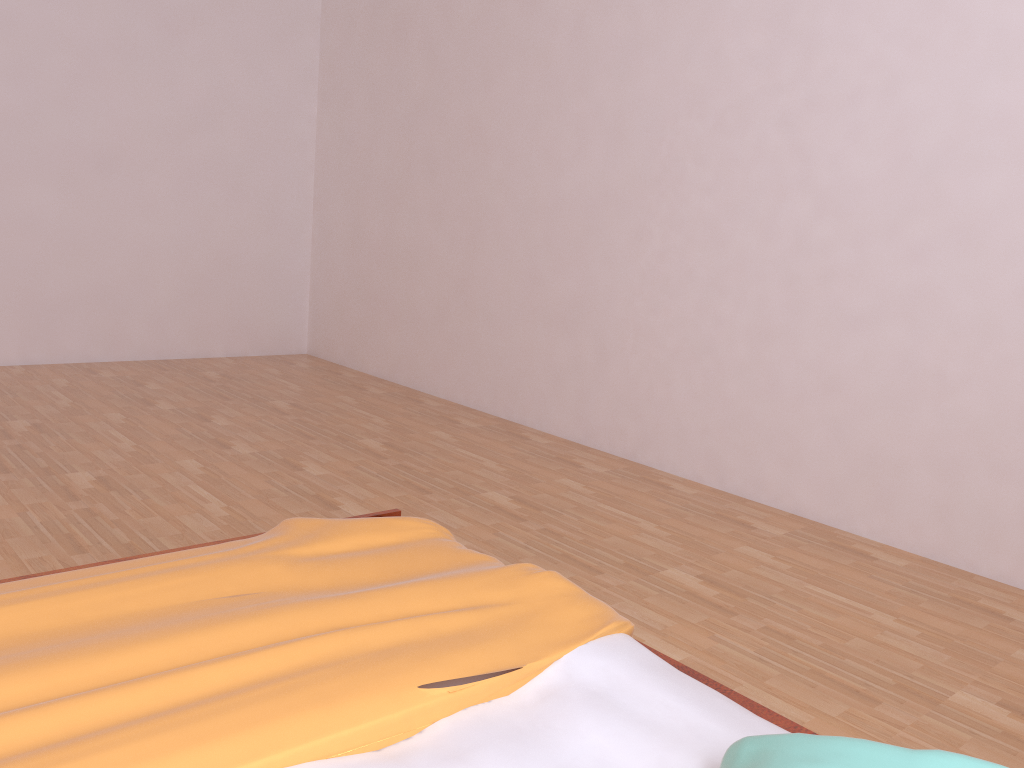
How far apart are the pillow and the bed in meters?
0.1 m

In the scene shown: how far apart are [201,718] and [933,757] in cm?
80

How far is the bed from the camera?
1.0 meters

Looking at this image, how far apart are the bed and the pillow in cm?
7

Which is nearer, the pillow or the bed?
the pillow

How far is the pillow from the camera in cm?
90

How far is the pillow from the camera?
0.90m
